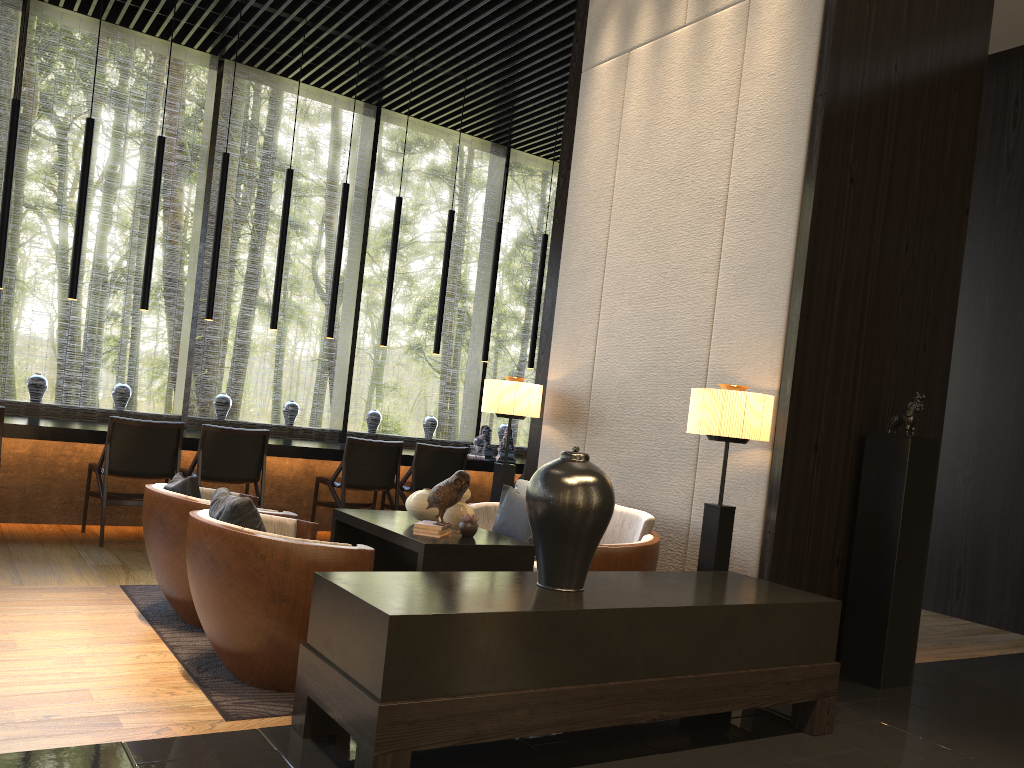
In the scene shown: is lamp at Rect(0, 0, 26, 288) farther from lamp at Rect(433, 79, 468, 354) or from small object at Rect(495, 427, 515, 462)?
small object at Rect(495, 427, 515, 462)

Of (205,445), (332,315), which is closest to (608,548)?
(205,445)

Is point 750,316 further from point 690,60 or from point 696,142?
point 690,60

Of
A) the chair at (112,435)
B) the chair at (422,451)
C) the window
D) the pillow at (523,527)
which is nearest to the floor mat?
the chair at (112,435)

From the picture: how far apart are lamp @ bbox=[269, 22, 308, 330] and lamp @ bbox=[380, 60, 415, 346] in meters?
0.9

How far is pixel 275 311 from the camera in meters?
7.0 m

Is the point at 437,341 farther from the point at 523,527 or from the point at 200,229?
the point at 523,527

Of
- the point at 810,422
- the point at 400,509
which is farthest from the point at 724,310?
the point at 400,509

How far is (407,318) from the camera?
23.3m

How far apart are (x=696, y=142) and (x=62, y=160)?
17.8m
